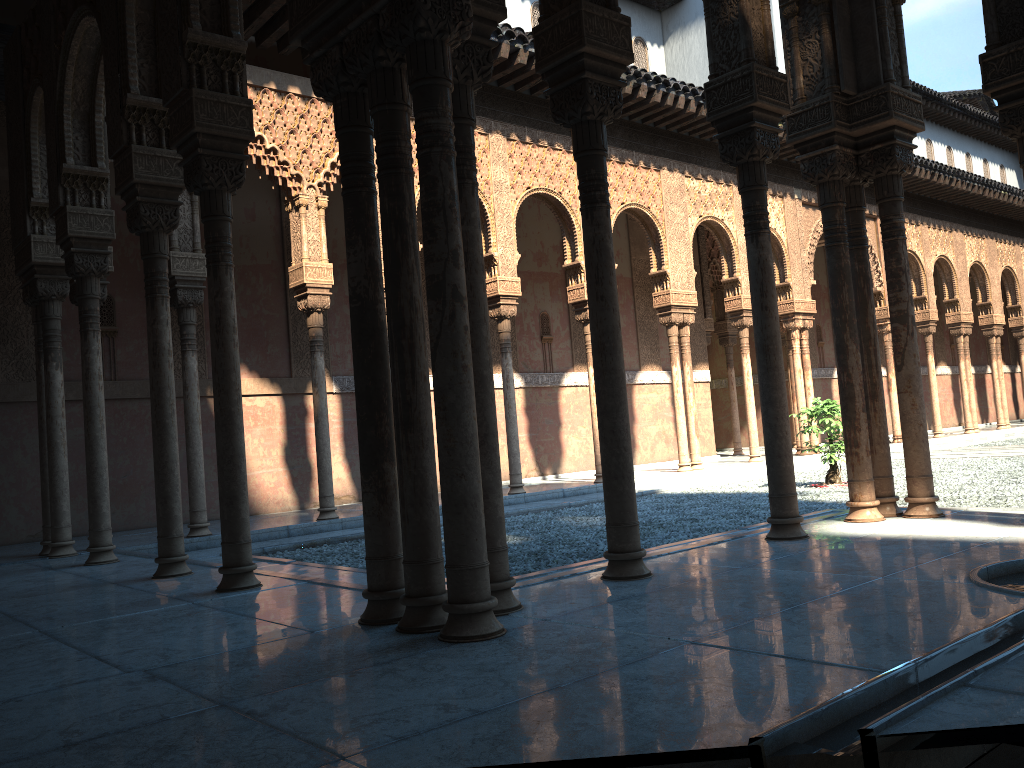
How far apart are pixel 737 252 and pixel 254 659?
15.0 meters
